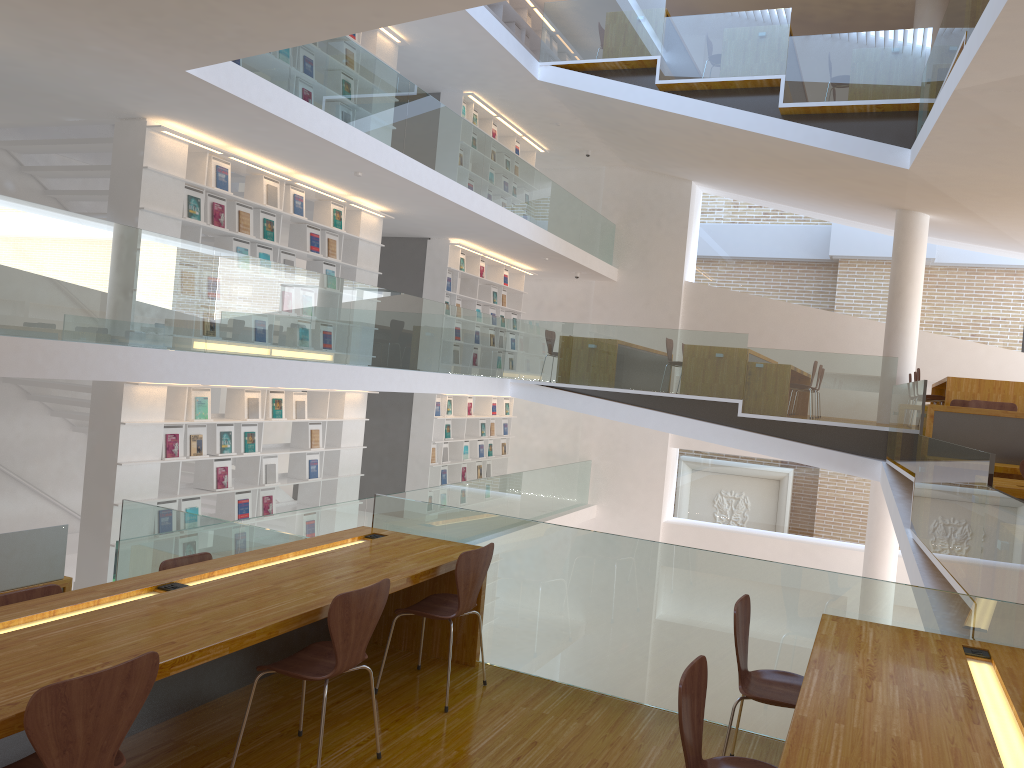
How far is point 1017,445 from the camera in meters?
6.9

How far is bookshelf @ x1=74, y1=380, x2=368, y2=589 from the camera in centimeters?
715cm

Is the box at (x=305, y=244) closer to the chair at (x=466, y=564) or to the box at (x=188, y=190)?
the box at (x=188, y=190)

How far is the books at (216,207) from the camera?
7.9 meters

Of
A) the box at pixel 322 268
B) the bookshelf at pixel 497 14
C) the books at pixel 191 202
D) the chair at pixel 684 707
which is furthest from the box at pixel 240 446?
the bookshelf at pixel 497 14

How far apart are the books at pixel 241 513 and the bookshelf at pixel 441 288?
4.5 meters

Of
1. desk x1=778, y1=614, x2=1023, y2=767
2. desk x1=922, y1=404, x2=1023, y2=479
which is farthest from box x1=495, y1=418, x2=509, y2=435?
desk x1=778, y1=614, x2=1023, y2=767

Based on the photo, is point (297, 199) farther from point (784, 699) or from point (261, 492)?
point (784, 699)

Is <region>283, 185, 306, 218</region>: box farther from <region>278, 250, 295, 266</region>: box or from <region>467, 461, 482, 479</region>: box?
<region>467, 461, 482, 479</region>: box

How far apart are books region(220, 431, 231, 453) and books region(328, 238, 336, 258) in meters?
2.4
